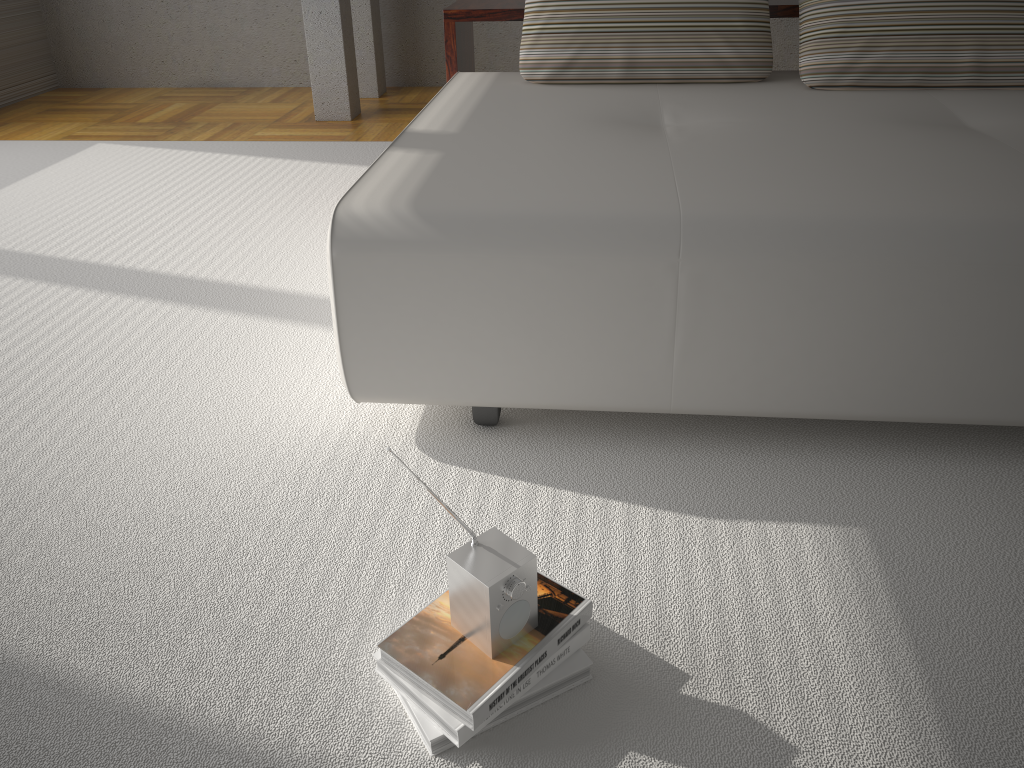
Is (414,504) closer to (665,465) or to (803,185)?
(665,465)

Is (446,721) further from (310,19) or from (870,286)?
(310,19)

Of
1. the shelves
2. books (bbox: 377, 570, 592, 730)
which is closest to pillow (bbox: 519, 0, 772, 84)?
the shelves

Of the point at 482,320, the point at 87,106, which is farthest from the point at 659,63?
the point at 87,106

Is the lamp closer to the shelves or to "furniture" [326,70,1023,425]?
the shelves

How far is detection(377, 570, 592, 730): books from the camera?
1.22m

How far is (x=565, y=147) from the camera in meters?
2.1

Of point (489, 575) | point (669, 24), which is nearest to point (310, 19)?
point (669, 24)

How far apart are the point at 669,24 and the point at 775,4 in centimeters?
49cm

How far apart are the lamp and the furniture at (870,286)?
1.8 meters
